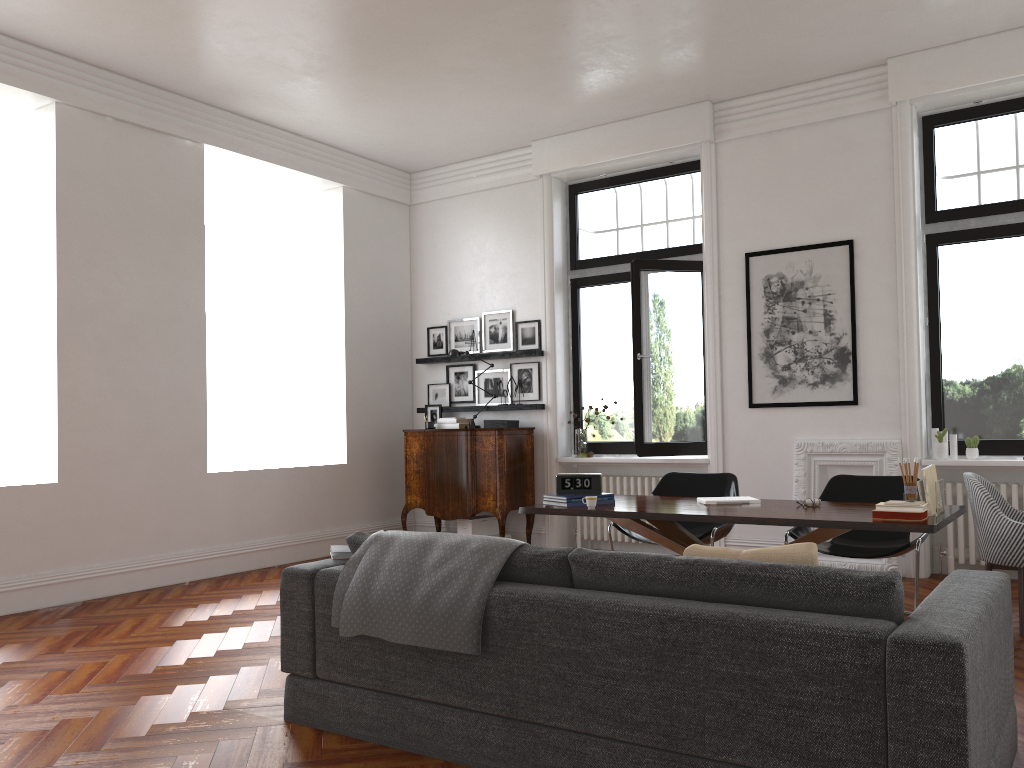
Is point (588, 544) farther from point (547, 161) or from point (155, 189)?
point (155, 189)

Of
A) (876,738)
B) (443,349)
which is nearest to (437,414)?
(443,349)

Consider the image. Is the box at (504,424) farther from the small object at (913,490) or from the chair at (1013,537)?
the small object at (913,490)

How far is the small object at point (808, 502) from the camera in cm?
485

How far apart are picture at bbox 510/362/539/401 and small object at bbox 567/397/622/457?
0.55m

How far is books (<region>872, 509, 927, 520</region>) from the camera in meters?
4.1

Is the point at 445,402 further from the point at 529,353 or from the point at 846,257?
the point at 846,257

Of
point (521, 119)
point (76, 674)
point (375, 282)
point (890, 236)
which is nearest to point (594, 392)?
point (375, 282)

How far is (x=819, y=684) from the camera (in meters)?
2.51

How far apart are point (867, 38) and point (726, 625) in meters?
5.4
